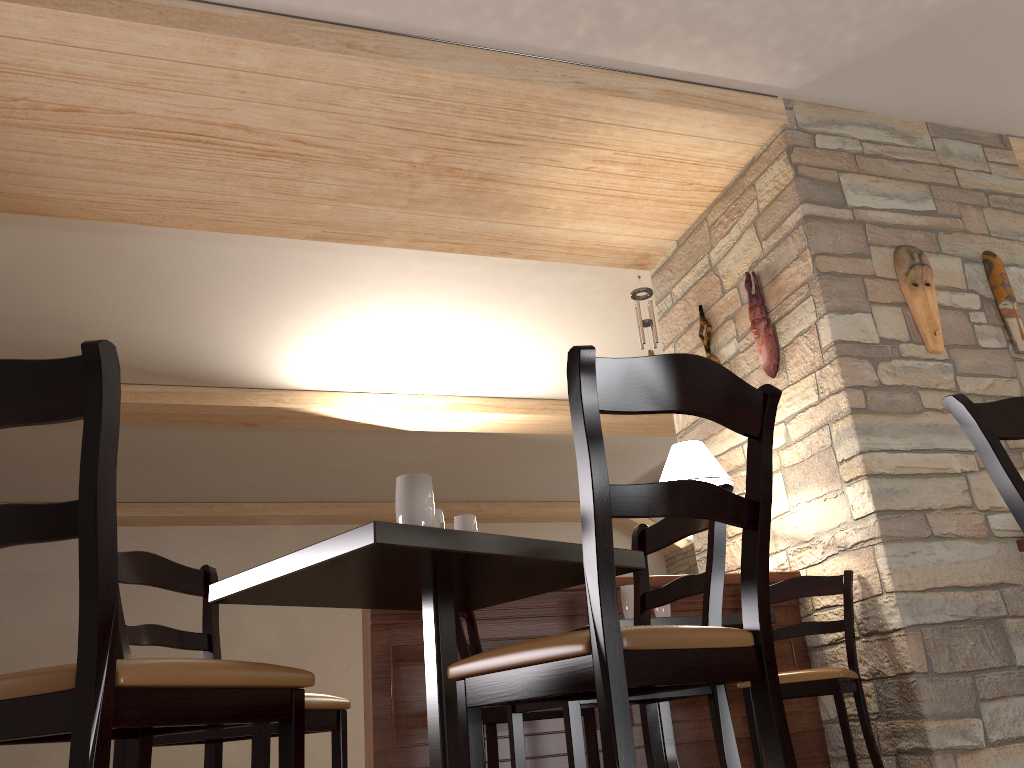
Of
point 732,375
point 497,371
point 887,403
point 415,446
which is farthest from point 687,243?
point 415,446

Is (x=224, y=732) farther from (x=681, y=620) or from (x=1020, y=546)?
(x=1020, y=546)

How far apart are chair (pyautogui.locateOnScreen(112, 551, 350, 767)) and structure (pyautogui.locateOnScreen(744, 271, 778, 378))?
2.87m

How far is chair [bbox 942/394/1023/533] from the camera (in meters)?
1.62

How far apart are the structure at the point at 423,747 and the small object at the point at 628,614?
0.3 meters

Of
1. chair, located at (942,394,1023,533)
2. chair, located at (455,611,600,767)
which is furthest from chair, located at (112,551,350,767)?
chair, located at (942,394,1023,533)

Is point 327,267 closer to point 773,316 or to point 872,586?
point 773,316

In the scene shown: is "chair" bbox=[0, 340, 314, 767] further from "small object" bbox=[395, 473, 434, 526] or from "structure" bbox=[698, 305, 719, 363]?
"structure" bbox=[698, 305, 719, 363]

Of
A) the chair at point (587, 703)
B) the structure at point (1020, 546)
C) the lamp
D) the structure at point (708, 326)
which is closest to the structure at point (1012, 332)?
the structure at point (1020, 546)

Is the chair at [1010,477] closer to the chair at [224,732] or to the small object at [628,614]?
the chair at [224,732]
